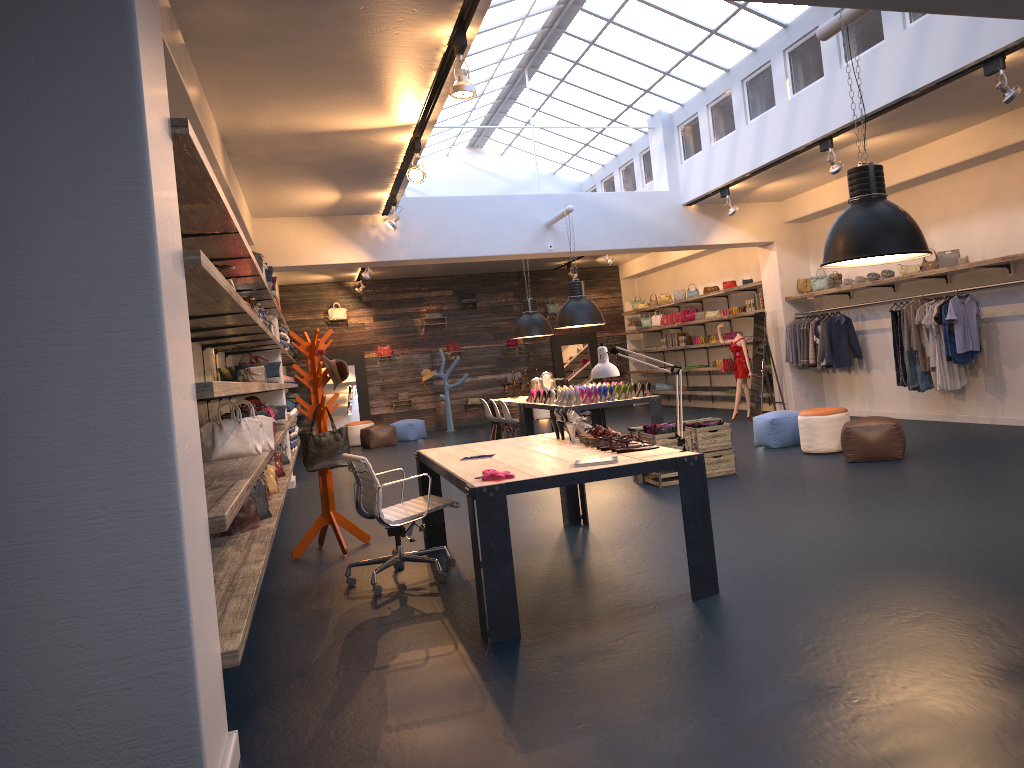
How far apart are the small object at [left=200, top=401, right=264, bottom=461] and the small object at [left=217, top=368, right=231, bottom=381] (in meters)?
3.68

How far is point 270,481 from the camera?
8.0 meters

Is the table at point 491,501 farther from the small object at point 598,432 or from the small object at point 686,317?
the small object at point 686,317

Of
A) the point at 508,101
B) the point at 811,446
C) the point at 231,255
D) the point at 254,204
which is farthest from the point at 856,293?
the point at 231,255

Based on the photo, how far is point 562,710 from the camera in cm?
334

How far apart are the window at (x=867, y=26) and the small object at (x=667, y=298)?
3.1 meters

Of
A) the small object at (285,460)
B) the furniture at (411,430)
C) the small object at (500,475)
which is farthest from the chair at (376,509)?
the furniture at (411,430)

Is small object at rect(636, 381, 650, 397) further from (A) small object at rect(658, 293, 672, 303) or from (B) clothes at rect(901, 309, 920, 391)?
(A) small object at rect(658, 293, 672, 303)

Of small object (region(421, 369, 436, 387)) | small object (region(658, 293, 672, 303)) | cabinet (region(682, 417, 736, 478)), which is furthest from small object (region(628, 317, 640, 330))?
cabinet (region(682, 417, 736, 478))

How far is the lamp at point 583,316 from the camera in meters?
11.4 m
